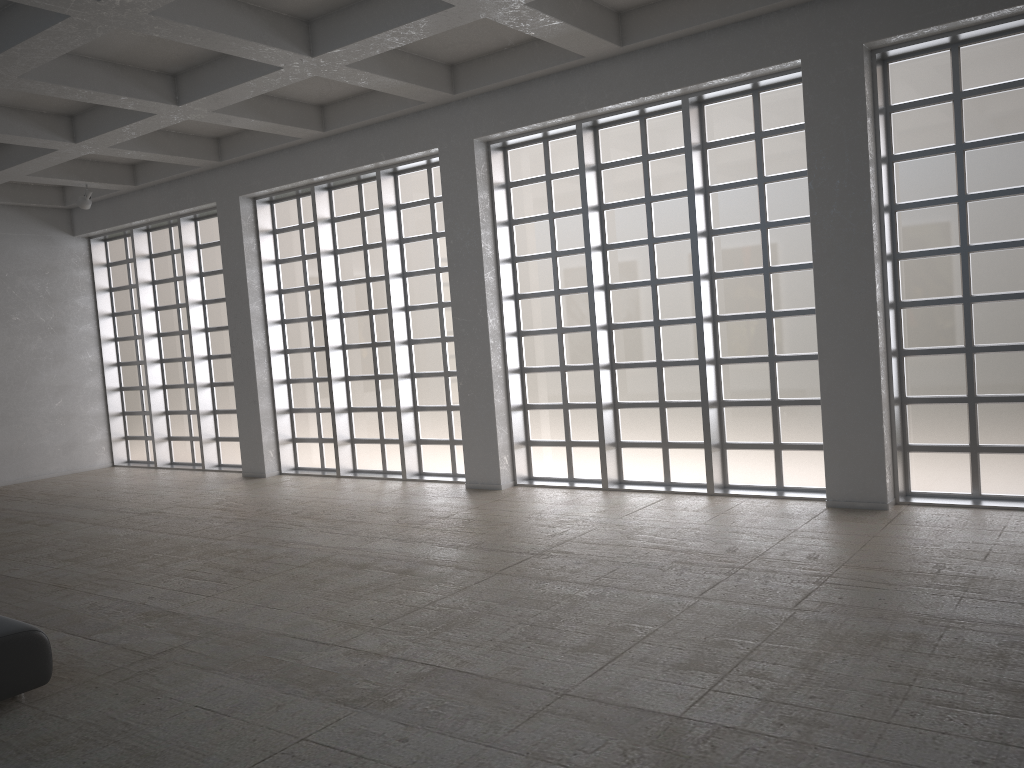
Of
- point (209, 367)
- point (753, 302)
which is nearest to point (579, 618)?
point (753, 302)
